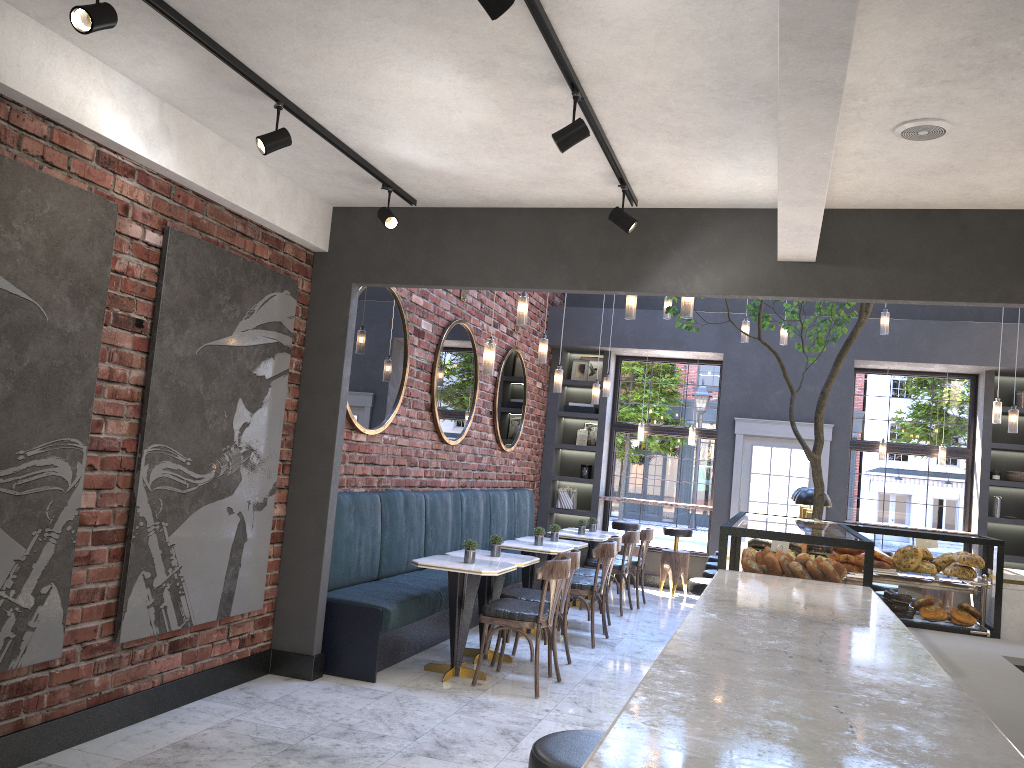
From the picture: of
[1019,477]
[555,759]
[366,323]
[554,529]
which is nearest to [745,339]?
[554,529]

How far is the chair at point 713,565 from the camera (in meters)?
7.59

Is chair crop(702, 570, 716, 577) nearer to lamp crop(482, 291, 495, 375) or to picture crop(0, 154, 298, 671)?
lamp crop(482, 291, 495, 375)

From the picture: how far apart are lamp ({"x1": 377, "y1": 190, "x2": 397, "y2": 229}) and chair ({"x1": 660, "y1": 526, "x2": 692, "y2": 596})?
6.89m

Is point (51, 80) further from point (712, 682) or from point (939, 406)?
point (939, 406)

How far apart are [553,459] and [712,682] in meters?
10.3 m

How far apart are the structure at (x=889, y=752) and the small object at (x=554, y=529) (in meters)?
3.93

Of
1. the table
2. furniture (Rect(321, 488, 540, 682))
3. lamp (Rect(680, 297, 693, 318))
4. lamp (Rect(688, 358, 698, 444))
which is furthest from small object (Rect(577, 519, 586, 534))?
lamp (Rect(680, 297, 693, 318))

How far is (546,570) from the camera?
5.6 meters

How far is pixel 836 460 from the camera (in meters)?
10.32
